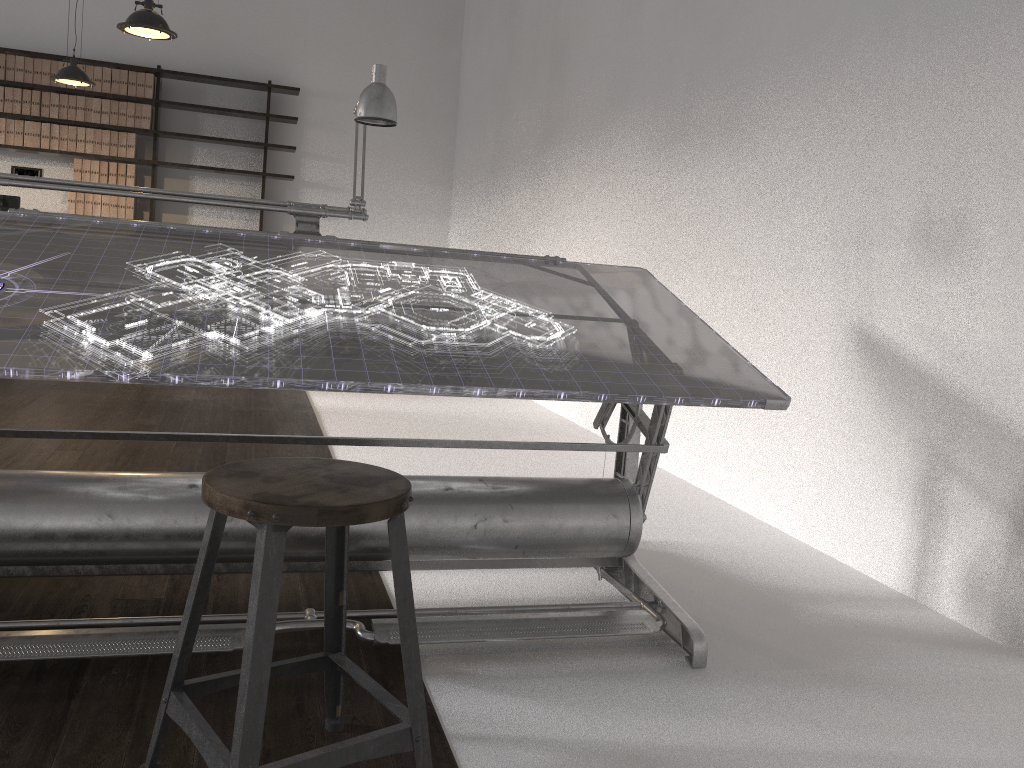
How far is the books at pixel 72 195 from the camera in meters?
7.8

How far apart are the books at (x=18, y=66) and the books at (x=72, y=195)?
1.0m

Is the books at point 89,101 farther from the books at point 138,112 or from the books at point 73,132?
the books at point 138,112

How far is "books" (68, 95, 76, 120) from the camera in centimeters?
772cm

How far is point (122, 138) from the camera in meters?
7.9 m

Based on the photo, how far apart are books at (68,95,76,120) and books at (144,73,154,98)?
0.62m

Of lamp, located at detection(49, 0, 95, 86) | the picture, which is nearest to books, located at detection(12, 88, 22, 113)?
the picture

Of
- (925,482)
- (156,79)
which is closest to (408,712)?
(925,482)

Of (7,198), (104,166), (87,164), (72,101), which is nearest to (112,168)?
(104,166)

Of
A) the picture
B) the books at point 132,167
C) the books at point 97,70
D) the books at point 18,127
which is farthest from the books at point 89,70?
the picture
